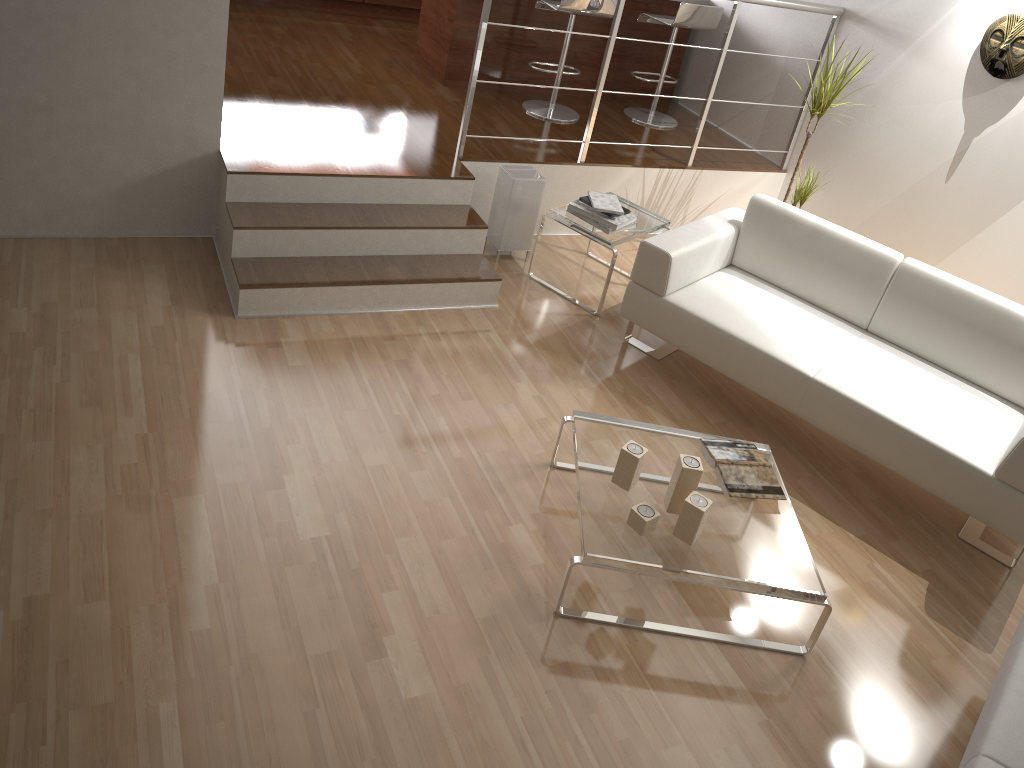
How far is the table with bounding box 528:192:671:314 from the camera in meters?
4.2 m

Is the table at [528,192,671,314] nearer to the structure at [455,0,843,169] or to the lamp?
the lamp

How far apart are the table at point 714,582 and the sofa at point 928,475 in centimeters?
41cm

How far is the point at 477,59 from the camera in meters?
4.2

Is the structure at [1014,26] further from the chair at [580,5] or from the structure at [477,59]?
the chair at [580,5]

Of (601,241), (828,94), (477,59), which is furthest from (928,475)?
(477,59)

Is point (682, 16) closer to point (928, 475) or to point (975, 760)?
point (928, 475)

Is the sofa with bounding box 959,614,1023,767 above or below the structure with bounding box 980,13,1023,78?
below

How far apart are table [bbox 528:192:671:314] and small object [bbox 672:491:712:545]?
1.7 meters

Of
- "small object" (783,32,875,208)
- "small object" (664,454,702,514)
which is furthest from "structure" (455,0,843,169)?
"small object" (664,454,702,514)
